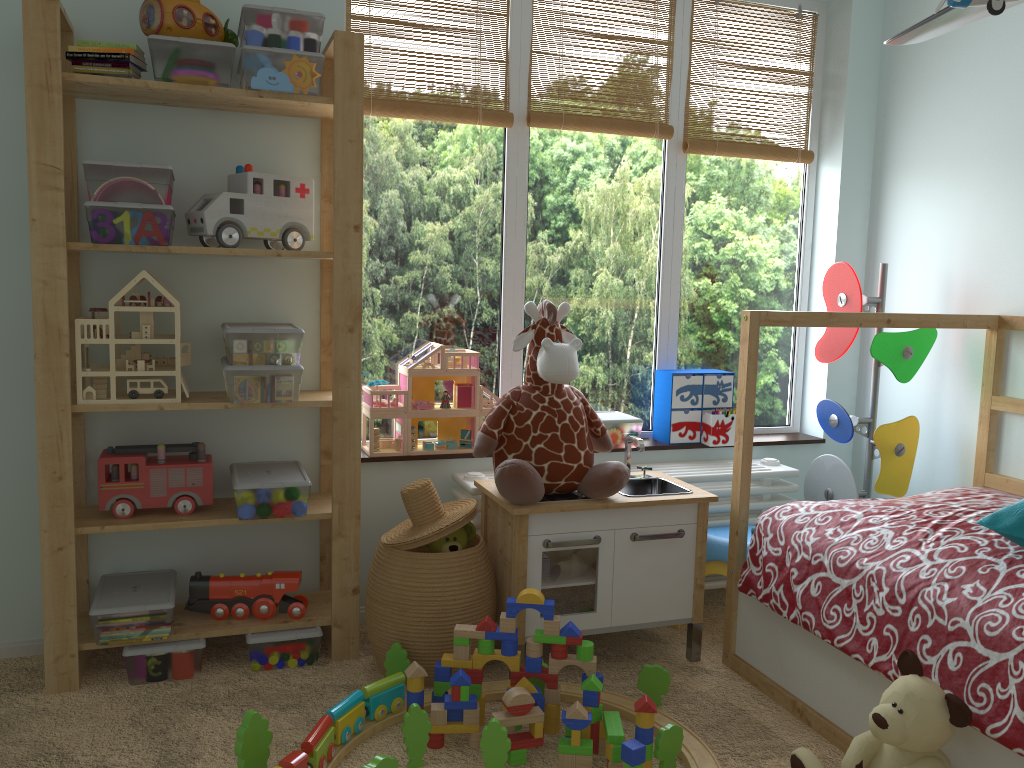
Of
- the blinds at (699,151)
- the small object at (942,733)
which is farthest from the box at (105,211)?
the small object at (942,733)

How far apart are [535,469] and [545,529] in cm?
16

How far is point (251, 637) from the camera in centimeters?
230cm

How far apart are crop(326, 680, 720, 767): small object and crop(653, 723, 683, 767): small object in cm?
3

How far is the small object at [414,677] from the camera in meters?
2.0 m

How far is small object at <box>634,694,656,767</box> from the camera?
1.9 meters

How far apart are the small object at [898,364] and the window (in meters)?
0.31

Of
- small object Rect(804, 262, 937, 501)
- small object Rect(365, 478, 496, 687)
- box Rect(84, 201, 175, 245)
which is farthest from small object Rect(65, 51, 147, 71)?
small object Rect(804, 262, 937, 501)

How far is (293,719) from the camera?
2.08m

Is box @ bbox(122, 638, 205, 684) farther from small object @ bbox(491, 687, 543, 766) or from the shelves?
small object @ bbox(491, 687, 543, 766)
